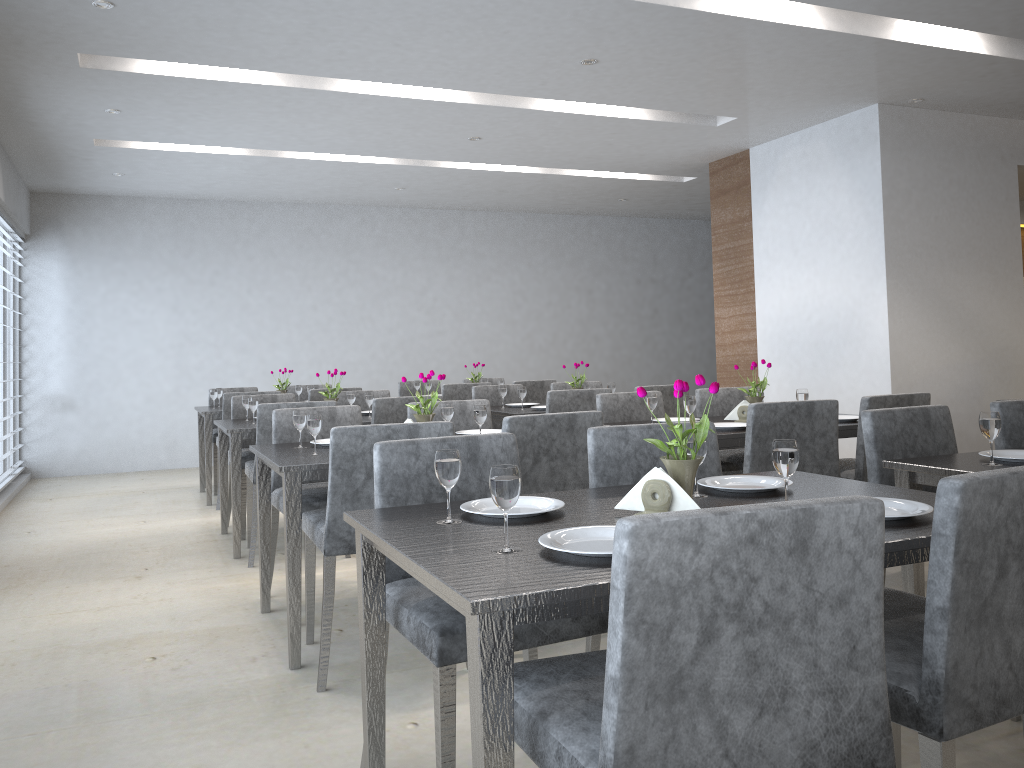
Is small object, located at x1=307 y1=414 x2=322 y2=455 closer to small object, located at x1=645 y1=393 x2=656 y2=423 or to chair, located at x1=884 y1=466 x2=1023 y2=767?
small object, located at x1=645 y1=393 x2=656 y2=423

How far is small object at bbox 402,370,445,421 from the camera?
3.3m

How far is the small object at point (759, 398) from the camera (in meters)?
3.87

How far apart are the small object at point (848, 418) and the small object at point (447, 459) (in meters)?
2.70

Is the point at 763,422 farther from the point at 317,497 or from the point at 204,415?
the point at 204,415

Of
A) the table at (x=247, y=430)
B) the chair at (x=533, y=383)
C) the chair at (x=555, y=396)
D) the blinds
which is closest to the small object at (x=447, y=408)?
the table at (x=247, y=430)

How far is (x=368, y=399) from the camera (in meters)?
4.88

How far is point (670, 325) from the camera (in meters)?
10.26

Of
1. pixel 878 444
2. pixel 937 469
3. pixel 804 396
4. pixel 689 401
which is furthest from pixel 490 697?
pixel 804 396

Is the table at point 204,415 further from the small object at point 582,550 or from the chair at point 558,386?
the small object at point 582,550
